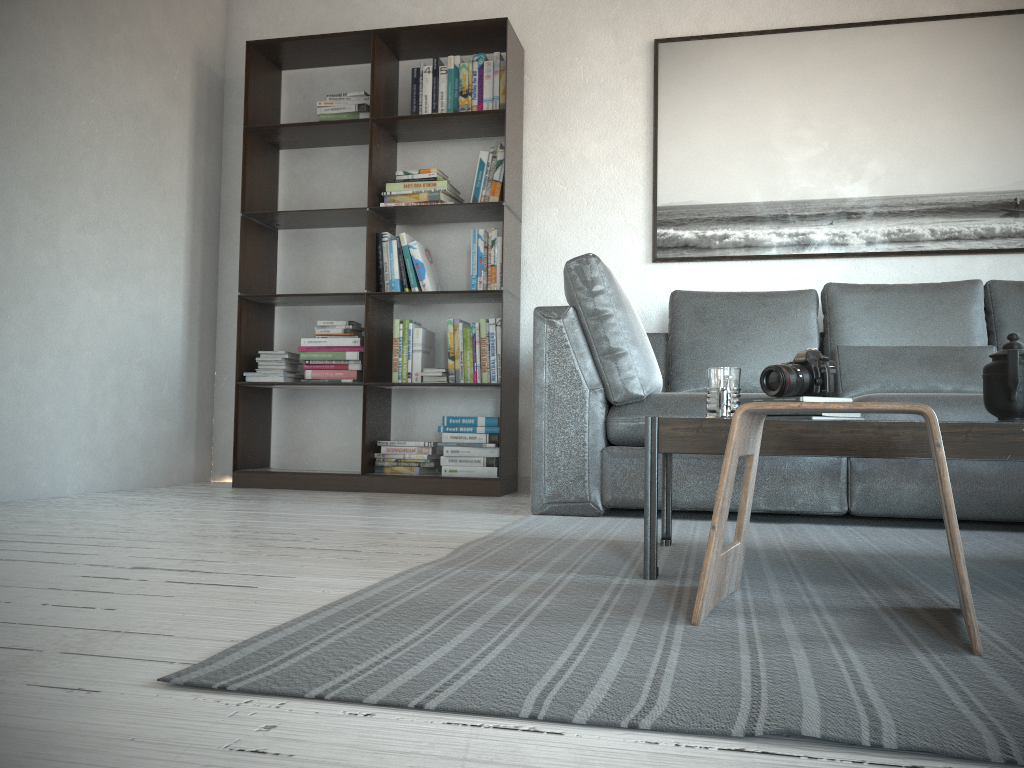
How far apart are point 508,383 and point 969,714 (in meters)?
3.08

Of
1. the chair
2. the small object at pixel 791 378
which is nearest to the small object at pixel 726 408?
the small object at pixel 791 378

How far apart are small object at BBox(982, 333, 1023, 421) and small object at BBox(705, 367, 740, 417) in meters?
0.5 m

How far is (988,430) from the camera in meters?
1.6

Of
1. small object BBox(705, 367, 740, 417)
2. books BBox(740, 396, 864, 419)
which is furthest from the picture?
small object BBox(705, 367, 740, 417)

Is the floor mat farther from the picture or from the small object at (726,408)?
the picture

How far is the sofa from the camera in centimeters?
274cm

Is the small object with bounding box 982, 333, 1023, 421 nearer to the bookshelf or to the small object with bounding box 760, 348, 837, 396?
the small object with bounding box 760, 348, 837, 396

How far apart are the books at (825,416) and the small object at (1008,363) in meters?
0.3

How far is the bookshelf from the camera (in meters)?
3.95
